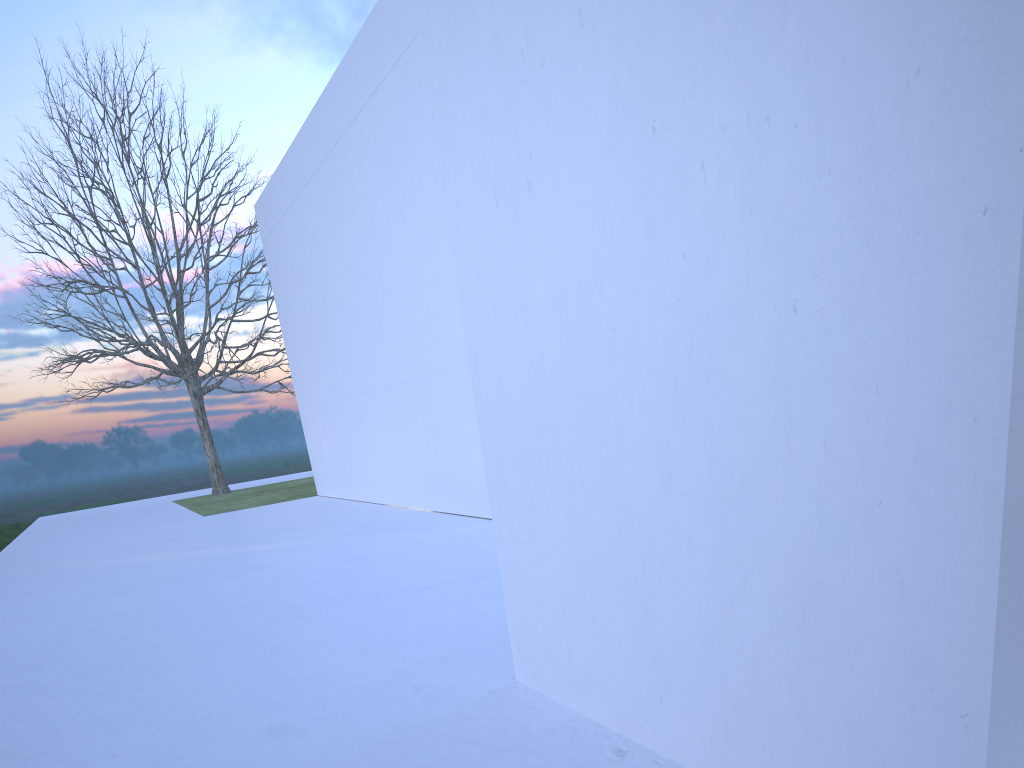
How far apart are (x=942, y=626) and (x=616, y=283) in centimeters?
114cm

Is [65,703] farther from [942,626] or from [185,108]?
[185,108]

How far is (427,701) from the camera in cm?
299
